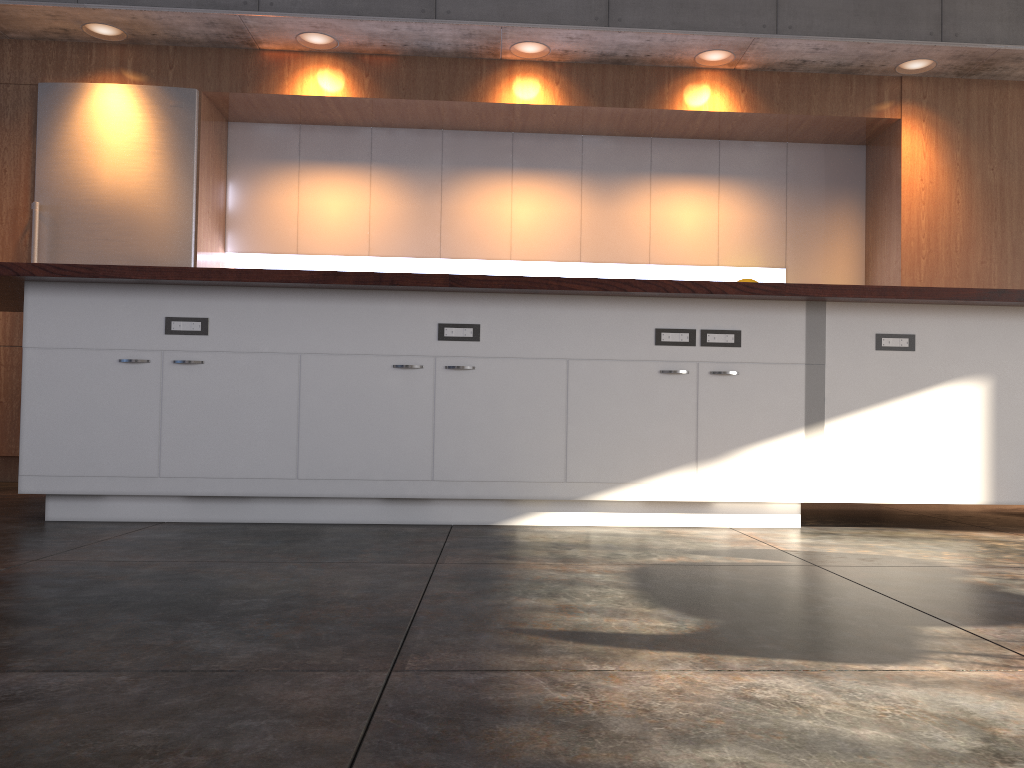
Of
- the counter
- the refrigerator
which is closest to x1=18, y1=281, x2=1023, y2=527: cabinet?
the counter

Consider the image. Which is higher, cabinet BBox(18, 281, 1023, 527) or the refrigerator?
the refrigerator

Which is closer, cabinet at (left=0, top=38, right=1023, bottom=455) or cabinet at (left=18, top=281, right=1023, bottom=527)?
cabinet at (left=18, top=281, right=1023, bottom=527)

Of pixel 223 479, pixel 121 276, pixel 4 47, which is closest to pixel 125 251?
pixel 4 47

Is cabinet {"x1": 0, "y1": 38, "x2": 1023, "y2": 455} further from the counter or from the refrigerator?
the counter

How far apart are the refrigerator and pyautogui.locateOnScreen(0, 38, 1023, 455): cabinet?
0.06m

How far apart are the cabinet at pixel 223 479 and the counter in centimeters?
6cm

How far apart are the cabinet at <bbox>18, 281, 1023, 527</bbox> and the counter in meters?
0.1

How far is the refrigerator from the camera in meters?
5.5 m

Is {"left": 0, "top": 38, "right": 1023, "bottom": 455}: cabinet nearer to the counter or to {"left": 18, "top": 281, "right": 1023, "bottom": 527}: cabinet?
the counter
